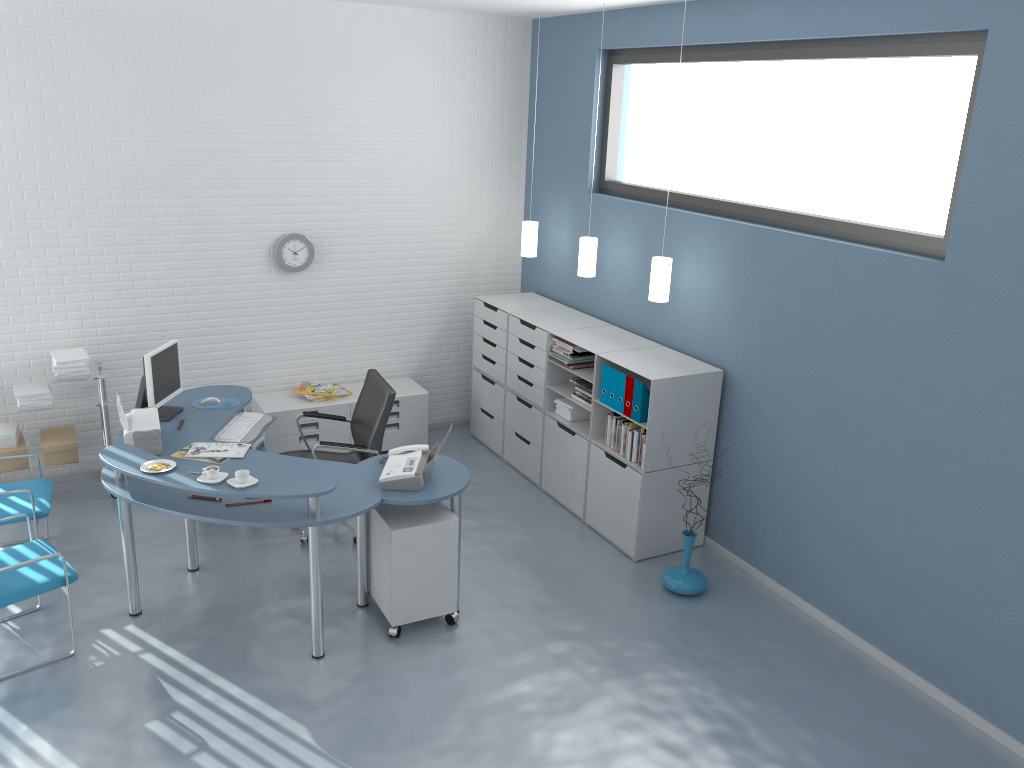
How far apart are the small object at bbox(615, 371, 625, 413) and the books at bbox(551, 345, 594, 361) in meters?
0.6 m

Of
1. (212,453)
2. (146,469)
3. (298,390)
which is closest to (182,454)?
(212,453)

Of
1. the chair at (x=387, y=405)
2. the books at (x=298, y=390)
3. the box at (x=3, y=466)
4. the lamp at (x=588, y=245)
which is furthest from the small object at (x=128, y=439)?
the lamp at (x=588, y=245)

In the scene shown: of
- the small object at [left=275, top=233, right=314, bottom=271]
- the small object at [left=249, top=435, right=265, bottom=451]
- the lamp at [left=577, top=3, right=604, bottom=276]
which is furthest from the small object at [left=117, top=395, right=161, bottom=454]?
the lamp at [left=577, top=3, right=604, bottom=276]

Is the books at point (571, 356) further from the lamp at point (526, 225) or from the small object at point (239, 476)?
the small object at point (239, 476)

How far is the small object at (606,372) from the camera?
5.4m

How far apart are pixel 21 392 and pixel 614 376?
3.7 meters

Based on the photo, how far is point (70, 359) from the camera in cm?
555

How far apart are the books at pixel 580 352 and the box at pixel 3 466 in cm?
352

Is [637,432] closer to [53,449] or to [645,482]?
[645,482]
